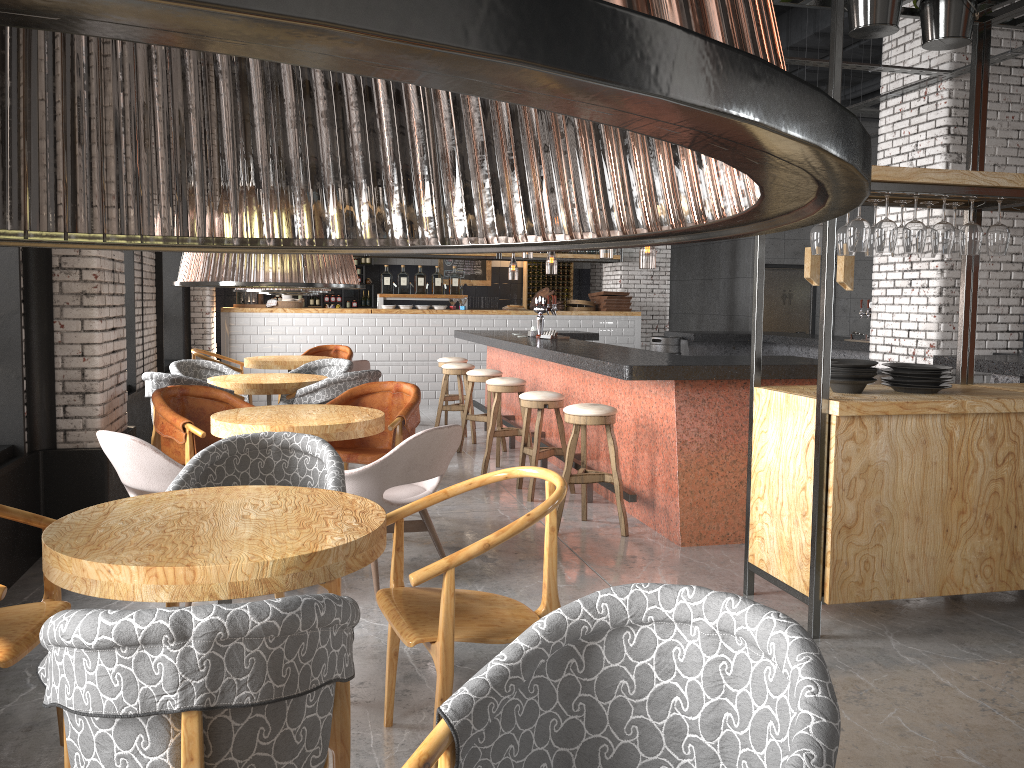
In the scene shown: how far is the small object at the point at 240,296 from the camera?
11.7 meters

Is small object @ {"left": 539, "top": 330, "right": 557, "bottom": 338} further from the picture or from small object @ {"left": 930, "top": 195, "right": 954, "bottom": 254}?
the picture

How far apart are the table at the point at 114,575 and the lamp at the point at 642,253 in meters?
7.3

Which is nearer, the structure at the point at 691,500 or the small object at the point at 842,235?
the small object at the point at 842,235

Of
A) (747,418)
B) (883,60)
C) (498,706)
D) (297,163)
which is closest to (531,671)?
(498,706)

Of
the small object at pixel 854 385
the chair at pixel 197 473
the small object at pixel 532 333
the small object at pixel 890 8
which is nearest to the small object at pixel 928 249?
the small object at pixel 854 385

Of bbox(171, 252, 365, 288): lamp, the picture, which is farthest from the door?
bbox(171, 252, 365, 288): lamp

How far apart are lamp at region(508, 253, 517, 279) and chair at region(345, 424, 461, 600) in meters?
8.5 m

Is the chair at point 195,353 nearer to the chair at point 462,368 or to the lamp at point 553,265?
the chair at point 462,368

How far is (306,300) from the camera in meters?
15.6 m
